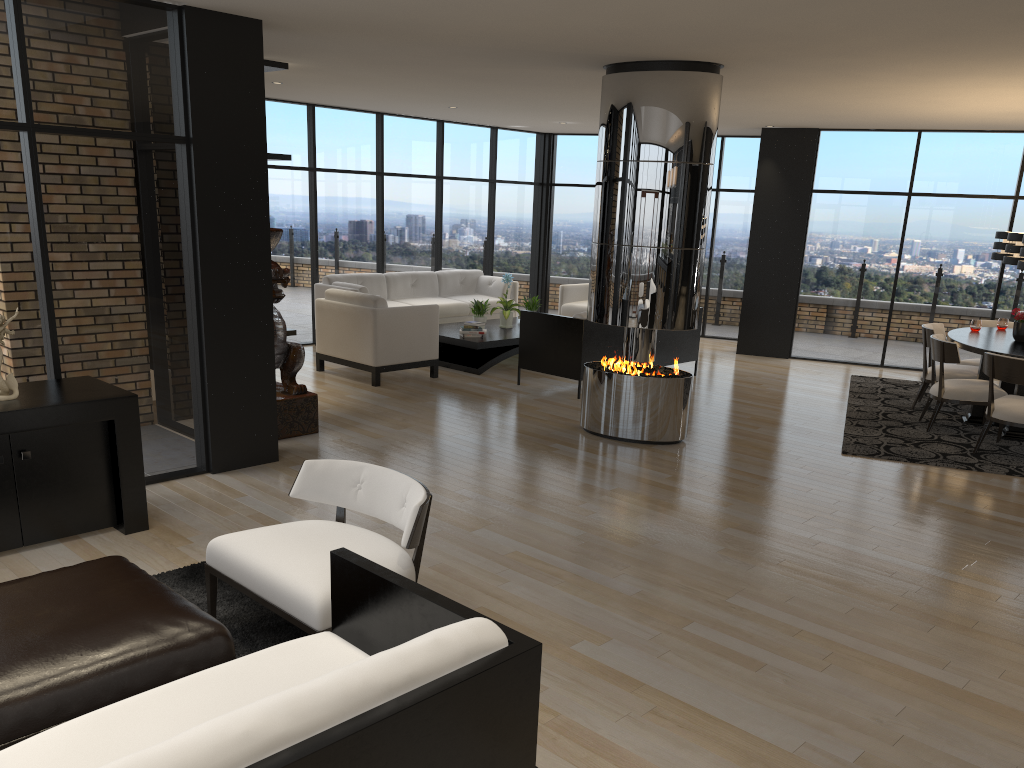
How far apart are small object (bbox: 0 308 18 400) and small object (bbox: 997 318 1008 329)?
8.4m

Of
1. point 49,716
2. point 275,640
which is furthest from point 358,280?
point 49,716

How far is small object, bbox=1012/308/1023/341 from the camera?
7.7 meters

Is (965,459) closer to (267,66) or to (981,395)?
(981,395)

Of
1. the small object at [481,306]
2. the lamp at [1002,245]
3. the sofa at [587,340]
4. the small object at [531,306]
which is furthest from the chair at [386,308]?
the lamp at [1002,245]

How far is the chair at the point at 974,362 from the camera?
8.75m

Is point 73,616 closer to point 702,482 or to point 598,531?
point 598,531

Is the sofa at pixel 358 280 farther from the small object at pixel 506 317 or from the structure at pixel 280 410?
the structure at pixel 280 410

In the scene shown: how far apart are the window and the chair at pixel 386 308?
1.65m

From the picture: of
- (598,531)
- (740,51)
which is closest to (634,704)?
(598,531)
